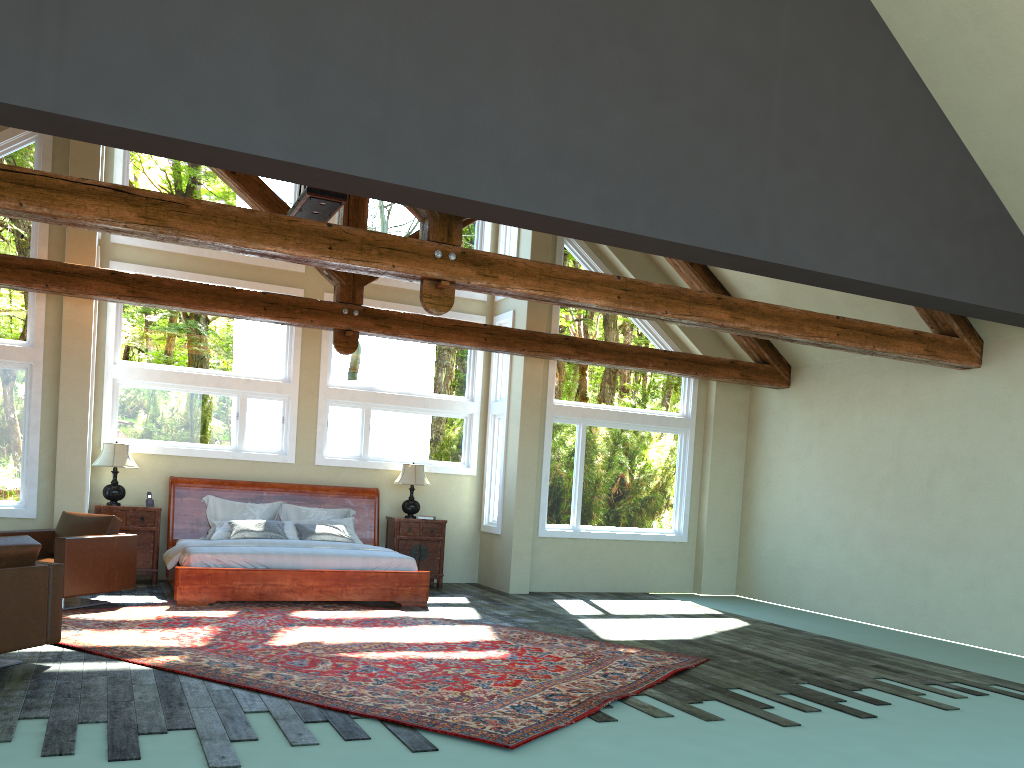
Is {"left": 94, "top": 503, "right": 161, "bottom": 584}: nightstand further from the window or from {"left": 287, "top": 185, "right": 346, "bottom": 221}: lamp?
{"left": 287, "top": 185, "right": 346, "bottom": 221}: lamp

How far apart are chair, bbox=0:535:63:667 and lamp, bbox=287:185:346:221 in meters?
3.8

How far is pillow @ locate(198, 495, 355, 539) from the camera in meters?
10.9

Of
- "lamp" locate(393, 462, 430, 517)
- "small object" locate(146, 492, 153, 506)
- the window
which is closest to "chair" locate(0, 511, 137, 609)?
the window

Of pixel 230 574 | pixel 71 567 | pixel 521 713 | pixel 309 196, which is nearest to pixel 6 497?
pixel 71 567

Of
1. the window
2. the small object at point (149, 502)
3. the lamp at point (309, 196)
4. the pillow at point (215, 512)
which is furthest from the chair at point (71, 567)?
the lamp at point (309, 196)

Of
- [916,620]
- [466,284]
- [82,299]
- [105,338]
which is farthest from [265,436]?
[916,620]

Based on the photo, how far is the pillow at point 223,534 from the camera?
10.4m

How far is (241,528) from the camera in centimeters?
1035cm

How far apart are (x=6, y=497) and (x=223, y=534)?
2.29m
